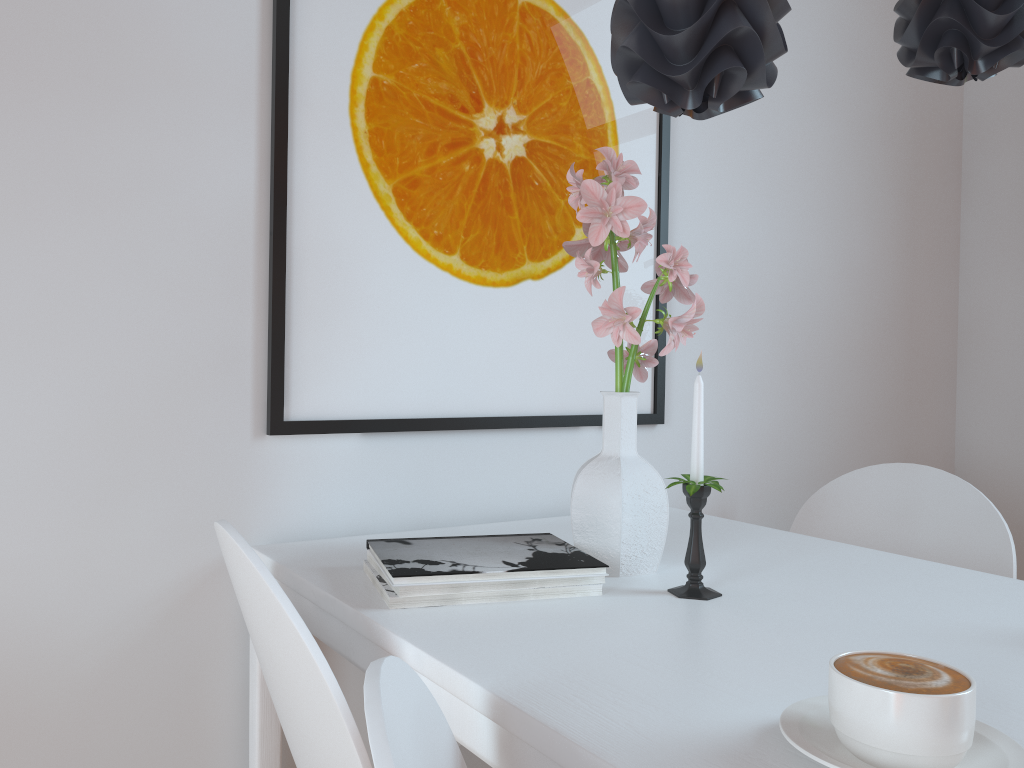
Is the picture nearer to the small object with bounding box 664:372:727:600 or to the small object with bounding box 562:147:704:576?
the small object with bounding box 562:147:704:576

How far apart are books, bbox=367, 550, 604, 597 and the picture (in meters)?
0.30

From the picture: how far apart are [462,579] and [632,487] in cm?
28

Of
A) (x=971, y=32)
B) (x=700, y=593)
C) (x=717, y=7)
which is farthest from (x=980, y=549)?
(x=717, y=7)

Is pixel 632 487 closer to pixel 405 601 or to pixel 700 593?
pixel 700 593

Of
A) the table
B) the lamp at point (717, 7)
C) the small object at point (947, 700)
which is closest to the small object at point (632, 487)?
the table

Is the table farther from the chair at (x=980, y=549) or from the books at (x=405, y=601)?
the chair at (x=980, y=549)

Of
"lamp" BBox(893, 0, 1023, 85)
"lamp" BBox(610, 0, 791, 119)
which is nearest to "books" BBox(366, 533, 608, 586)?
"lamp" BBox(610, 0, 791, 119)

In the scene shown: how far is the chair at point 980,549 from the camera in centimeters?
156cm

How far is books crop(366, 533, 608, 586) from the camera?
1.00m
